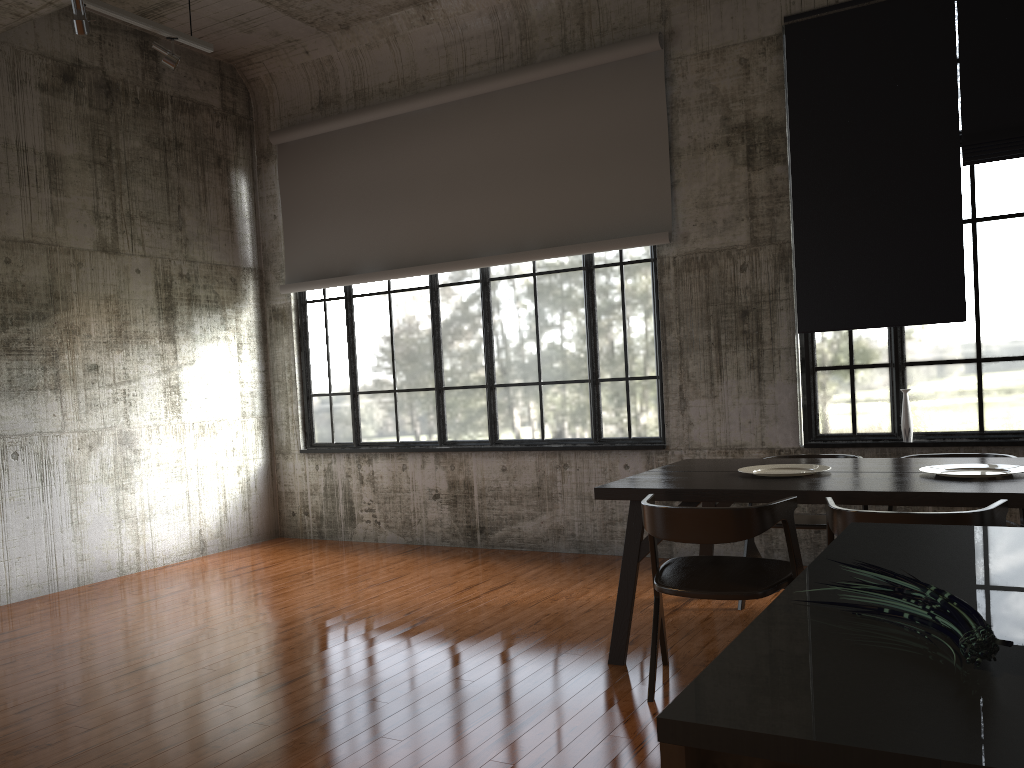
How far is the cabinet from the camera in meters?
0.9 m

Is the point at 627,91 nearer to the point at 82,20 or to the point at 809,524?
the point at 809,524

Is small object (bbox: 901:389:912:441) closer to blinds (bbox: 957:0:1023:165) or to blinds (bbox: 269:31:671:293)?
blinds (bbox: 957:0:1023:165)

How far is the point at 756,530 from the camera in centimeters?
408cm

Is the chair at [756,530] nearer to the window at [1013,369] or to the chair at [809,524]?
the chair at [809,524]

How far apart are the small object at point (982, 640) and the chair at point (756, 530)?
2.82m

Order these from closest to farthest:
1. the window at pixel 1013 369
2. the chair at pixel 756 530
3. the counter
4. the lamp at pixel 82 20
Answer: the counter, the chair at pixel 756 530, the lamp at pixel 82 20, the window at pixel 1013 369

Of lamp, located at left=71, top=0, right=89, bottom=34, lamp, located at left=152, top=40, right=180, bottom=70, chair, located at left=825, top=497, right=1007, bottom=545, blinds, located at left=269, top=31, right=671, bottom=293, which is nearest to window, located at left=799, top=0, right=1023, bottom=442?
blinds, located at left=269, top=31, right=671, bottom=293

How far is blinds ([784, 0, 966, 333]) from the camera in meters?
6.6 m

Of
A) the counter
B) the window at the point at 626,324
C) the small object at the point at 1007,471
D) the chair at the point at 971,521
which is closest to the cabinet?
the counter
